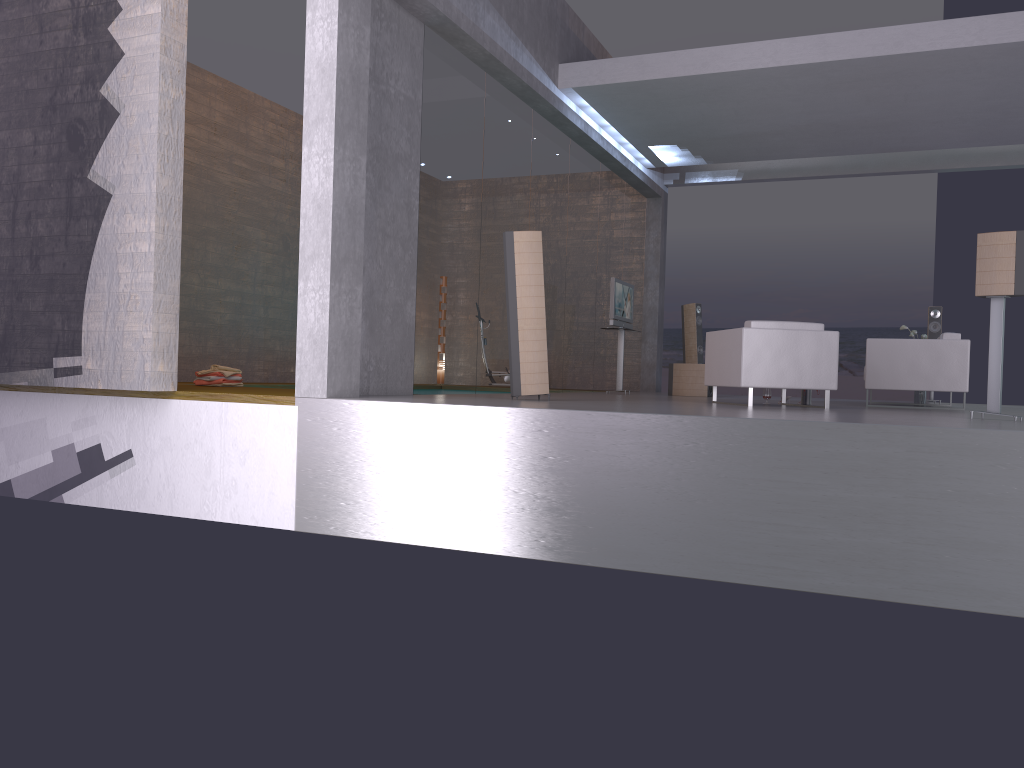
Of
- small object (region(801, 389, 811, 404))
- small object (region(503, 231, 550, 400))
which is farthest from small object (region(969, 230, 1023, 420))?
small object (region(503, 231, 550, 400))

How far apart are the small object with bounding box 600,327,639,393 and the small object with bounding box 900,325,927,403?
3.9 meters

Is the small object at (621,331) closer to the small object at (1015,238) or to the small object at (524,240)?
the small object at (524,240)

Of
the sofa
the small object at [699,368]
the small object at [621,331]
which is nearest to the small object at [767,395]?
the sofa

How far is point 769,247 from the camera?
20.9m

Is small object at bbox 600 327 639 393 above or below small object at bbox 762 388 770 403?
above

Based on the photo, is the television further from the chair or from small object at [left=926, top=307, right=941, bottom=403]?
small object at [left=926, top=307, right=941, bottom=403]

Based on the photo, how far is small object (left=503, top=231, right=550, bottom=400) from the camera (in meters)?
7.64

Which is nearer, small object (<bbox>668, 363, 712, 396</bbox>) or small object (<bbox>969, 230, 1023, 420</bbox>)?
small object (<bbox>969, 230, 1023, 420</bbox>)

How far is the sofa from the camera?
9.24m
